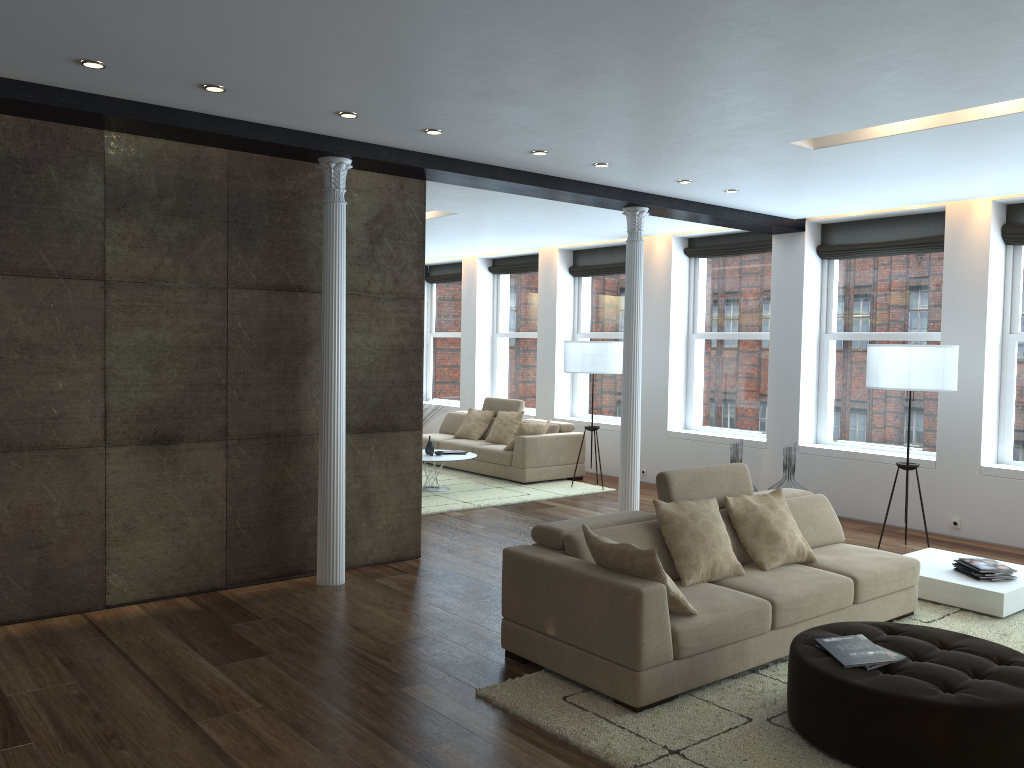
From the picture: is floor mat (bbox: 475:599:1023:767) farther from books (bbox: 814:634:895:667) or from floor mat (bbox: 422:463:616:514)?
floor mat (bbox: 422:463:616:514)

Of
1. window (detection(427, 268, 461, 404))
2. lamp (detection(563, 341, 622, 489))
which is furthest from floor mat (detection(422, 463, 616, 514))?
window (detection(427, 268, 461, 404))

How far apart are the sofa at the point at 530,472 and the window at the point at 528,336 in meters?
1.1

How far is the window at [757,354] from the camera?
10.03m

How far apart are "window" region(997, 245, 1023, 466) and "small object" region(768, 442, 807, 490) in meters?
1.8 m

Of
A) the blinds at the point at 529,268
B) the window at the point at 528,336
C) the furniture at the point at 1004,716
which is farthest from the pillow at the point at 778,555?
the blinds at the point at 529,268

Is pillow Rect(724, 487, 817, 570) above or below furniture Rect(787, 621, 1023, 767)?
above

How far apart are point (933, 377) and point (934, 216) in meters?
2.2 m

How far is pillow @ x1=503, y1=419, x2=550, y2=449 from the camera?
10.6 meters

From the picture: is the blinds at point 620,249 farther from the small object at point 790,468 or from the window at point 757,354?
the small object at point 790,468
